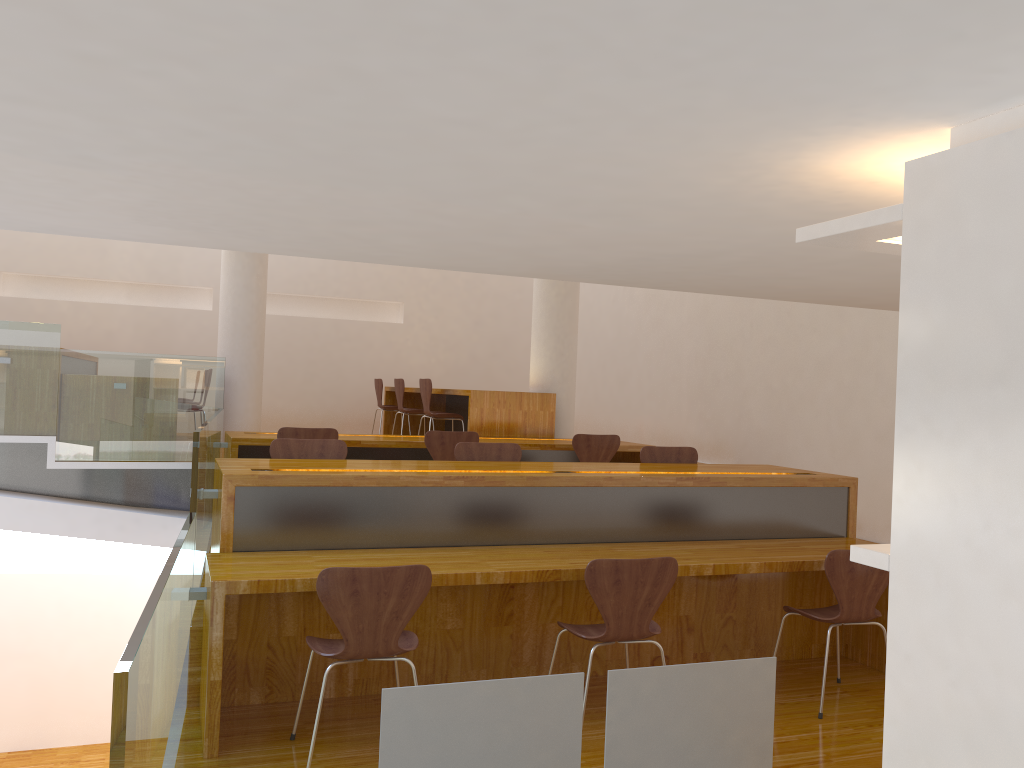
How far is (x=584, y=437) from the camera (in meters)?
6.45

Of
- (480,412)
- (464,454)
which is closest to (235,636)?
(464,454)

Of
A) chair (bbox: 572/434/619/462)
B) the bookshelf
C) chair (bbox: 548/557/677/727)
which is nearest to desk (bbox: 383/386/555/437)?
chair (bbox: 572/434/619/462)

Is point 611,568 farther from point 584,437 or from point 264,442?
point 264,442

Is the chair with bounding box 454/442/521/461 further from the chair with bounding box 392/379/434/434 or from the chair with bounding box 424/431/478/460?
the chair with bounding box 392/379/434/434

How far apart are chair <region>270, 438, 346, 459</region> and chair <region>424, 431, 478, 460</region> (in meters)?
1.45

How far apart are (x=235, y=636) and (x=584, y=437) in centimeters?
341cm

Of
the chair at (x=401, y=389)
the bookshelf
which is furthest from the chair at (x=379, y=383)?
the bookshelf

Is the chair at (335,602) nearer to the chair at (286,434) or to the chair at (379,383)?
the chair at (286,434)

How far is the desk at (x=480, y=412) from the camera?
7.3 meters
